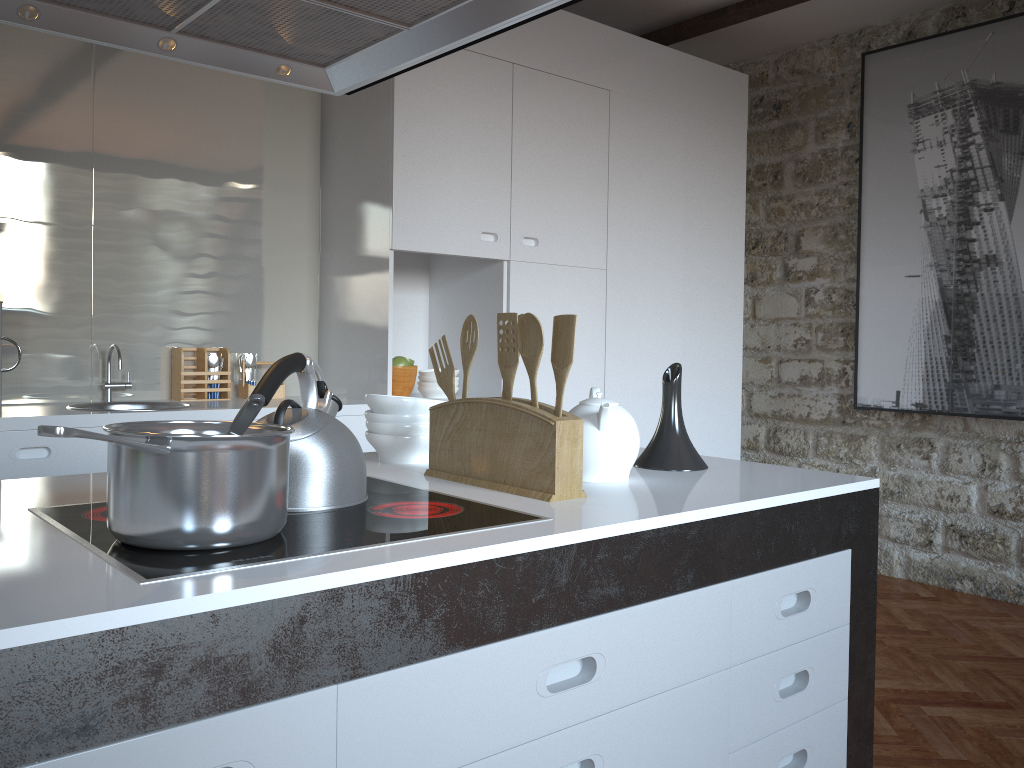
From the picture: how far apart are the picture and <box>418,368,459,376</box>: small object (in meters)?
2.30

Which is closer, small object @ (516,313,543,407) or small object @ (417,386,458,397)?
small object @ (516,313,543,407)

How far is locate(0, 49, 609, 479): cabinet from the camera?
3.4m

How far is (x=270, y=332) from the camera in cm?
376

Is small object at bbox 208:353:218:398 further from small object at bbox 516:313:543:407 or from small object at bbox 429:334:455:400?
small object at bbox 516:313:543:407

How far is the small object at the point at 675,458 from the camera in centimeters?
181cm

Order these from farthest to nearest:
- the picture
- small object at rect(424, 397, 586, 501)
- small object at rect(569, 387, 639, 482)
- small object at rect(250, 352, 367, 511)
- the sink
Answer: the picture, the sink, small object at rect(569, 387, 639, 482), small object at rect(424, 397, 586, 501), small object at rect(250, 352, 367, 511)

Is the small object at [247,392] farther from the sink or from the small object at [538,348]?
the small object at [538,348]

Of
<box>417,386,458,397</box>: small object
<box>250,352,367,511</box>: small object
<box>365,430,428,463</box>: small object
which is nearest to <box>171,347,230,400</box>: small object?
<box>417,386,458,397</box>: small object

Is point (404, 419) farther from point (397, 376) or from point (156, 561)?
point (397, 376)
